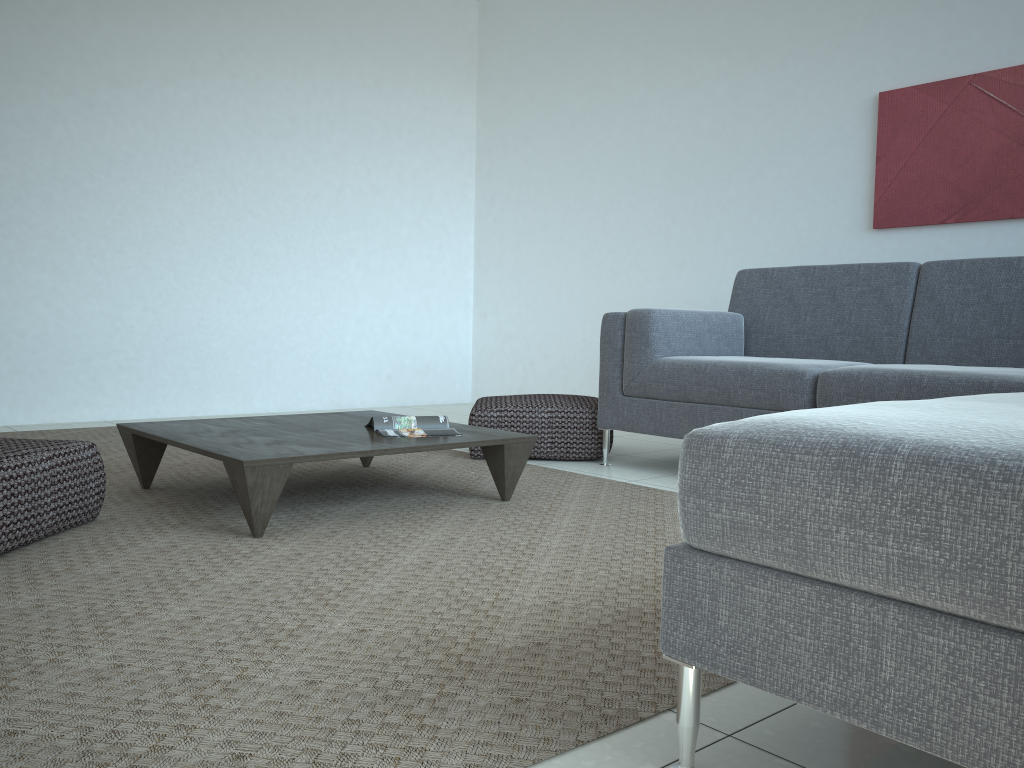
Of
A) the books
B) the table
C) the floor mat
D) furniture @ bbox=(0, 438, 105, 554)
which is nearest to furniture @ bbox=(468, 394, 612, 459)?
the floor mat

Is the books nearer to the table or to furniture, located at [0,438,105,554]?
the table

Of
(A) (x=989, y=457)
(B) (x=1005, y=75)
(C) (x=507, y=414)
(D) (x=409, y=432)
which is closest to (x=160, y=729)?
(A) (x=989, y=457)

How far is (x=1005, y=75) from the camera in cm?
386

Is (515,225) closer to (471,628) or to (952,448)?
(471,628)

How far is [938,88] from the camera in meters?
4.1 m

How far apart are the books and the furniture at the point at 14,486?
0.82m

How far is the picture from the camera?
3.9m

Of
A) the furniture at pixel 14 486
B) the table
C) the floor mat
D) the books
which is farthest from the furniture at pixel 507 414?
the furniture at pixel 14 486

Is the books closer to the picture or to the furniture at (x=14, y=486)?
the furniture at (x=14, y=486)
